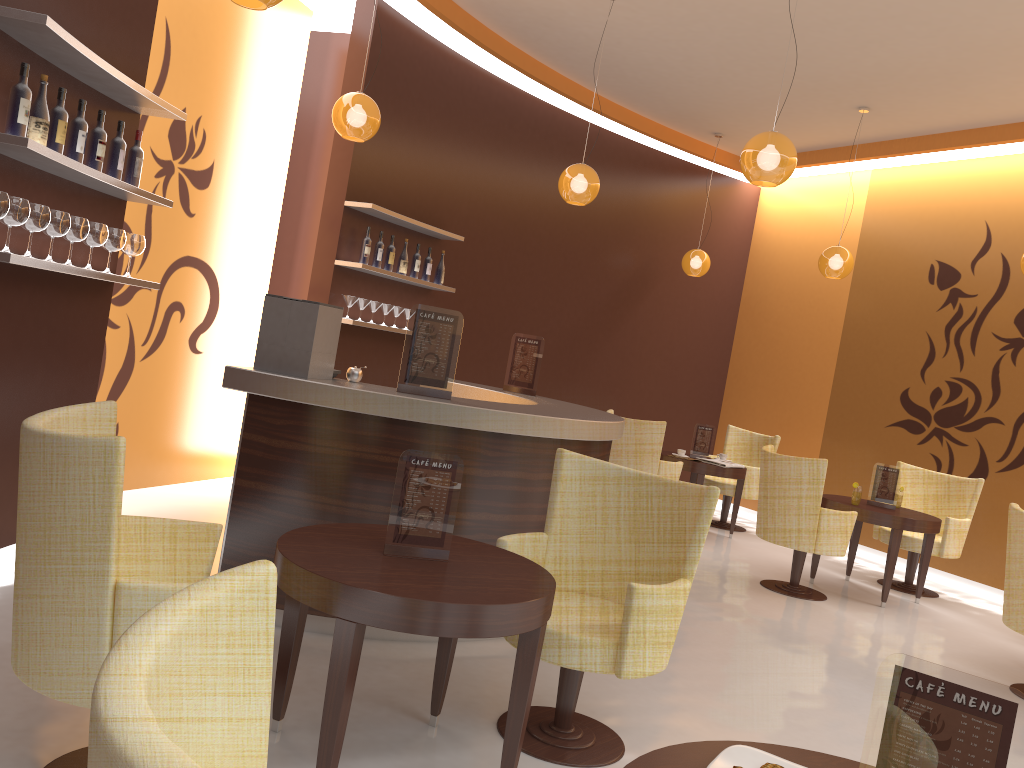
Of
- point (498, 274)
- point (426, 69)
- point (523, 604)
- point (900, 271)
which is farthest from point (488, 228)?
A: point (523, 604)

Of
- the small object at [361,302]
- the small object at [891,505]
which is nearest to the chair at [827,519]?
the small object at [891,505]

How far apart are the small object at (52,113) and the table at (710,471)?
5.8m

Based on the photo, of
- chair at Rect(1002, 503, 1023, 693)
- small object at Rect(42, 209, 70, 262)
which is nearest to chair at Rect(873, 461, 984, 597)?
chair at Rect(1002, 503, 1023, 693)

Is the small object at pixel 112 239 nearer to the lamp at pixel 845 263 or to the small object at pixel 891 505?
the small object at pixel 891 505

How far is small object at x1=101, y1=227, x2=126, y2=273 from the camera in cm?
421

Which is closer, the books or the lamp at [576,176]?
the lamp at [576,176]

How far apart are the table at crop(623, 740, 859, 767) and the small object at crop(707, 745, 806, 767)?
0.02m

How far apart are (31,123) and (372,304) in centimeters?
354cm

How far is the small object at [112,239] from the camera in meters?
4.2 m
